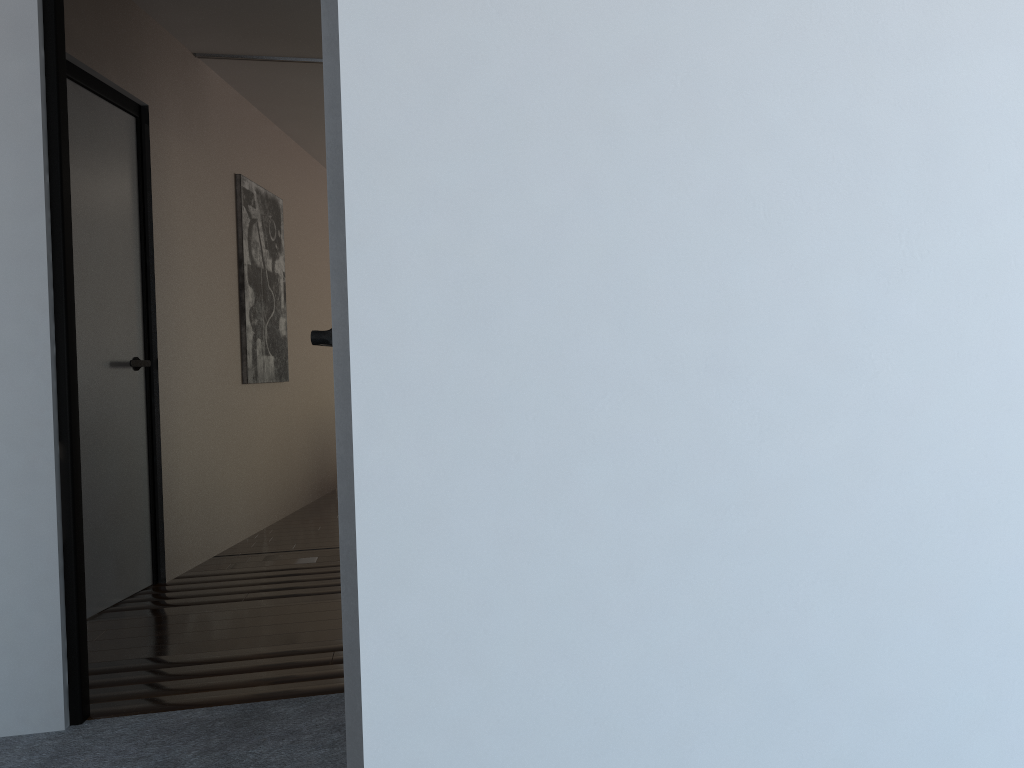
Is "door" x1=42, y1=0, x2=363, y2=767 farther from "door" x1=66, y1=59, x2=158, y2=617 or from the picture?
the picture

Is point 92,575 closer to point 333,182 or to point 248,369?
point 248,369

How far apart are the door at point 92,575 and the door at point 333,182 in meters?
1.1 m

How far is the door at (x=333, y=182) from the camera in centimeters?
160cm

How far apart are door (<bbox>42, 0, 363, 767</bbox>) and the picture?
2.6m

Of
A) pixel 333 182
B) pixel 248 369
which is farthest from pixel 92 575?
pixel 333 182

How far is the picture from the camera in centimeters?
508cm

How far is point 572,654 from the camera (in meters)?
1.01

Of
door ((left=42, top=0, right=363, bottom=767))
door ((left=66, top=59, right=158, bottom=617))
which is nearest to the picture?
door ((left=66, top=59, right=158, bottom=617))

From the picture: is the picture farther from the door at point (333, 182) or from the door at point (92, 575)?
the door at point (333, 182)
